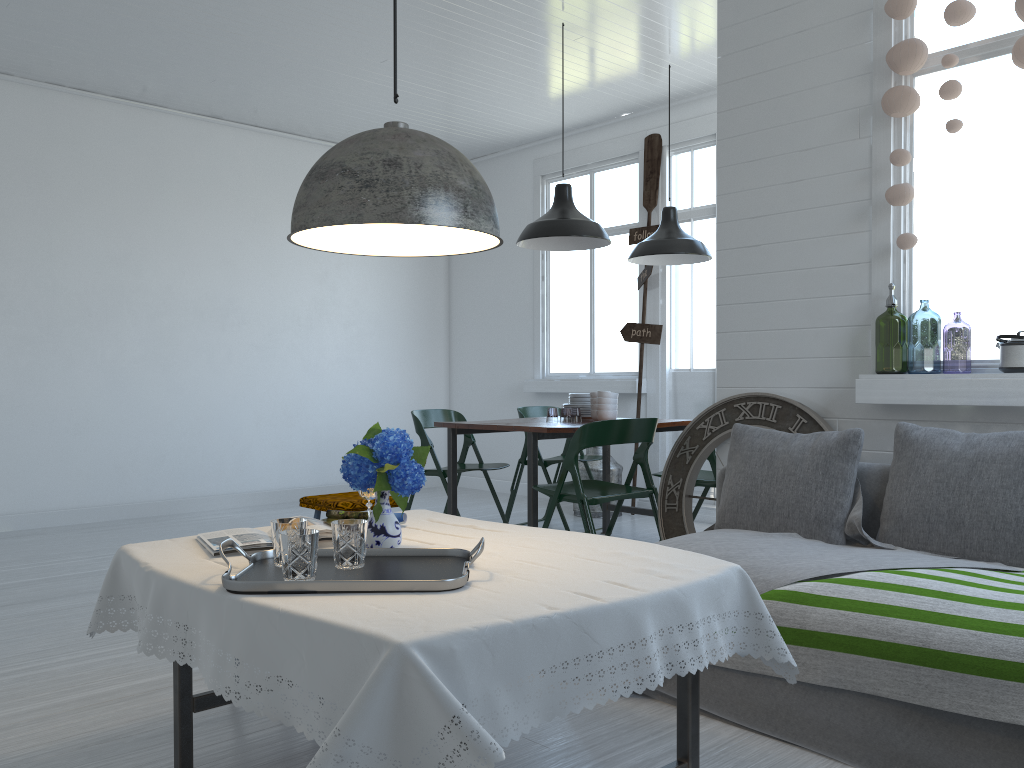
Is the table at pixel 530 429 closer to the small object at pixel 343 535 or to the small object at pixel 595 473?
the small object at pixel 595 473

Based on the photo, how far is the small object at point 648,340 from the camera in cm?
787

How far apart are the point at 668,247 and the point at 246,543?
4.73m

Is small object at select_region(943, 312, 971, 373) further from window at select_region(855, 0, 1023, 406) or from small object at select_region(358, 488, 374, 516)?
small object at select_region(358, 488, 374, 516)

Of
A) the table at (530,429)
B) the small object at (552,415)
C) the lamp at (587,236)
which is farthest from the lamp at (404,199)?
the small object at (552,415)

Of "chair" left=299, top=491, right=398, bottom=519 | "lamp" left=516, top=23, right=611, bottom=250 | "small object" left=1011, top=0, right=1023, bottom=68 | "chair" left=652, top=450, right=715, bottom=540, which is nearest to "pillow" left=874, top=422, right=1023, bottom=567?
"small object" left=1011, top=0, right=1023, bottom=68

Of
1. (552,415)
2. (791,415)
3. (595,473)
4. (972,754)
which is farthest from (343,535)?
(552,415)

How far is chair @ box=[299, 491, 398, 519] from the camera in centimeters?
469cm

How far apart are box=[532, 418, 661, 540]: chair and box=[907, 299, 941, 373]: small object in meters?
1.8

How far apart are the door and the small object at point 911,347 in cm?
162
